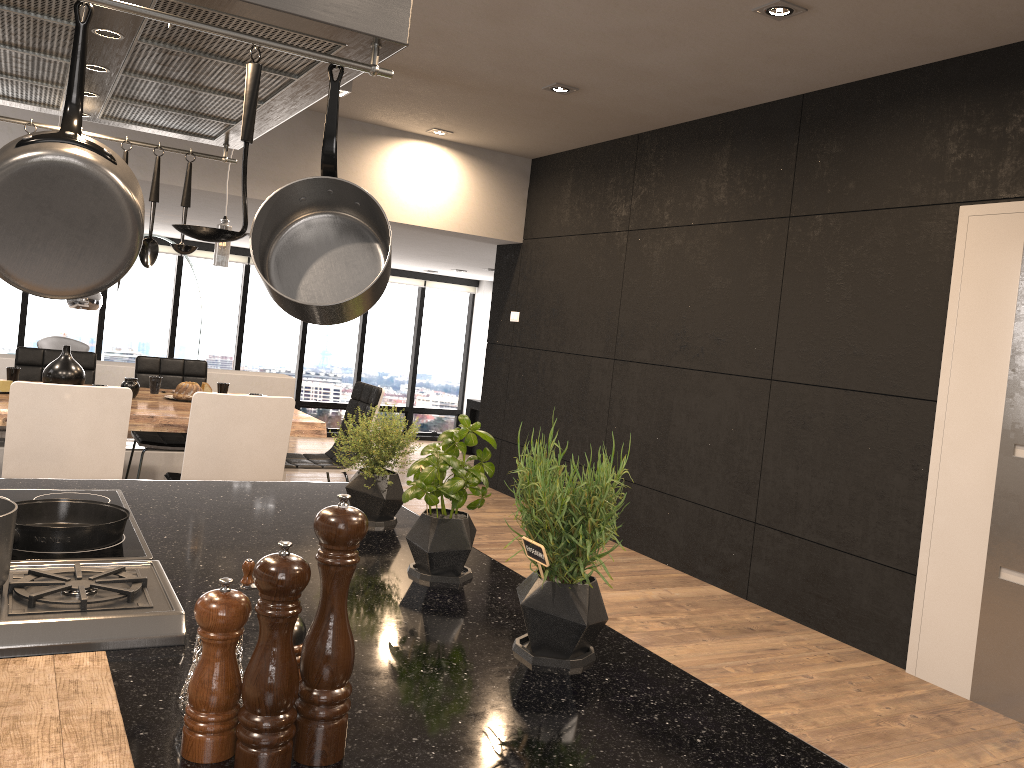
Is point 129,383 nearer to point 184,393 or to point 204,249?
point 184,393

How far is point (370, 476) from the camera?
2.02m

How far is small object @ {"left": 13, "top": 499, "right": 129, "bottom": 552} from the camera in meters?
1.5

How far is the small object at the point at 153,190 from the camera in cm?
215

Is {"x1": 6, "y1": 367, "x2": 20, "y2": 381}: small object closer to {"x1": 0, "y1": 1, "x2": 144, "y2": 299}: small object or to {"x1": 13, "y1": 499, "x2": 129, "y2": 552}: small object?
{"x1": 13, "y1": 499, "x2": 129, "y2": 552}: small object

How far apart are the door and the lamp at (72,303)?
7.29m

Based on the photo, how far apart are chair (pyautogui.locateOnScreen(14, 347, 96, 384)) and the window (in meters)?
6.13

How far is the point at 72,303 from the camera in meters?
8.2 m

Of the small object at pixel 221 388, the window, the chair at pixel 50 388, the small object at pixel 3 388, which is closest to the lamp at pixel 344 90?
the small object at pixel 221 388

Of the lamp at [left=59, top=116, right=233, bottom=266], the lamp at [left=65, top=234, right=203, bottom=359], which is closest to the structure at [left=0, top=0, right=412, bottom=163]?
the lamp at [left=59, top=116, right=233, bottom=266]
